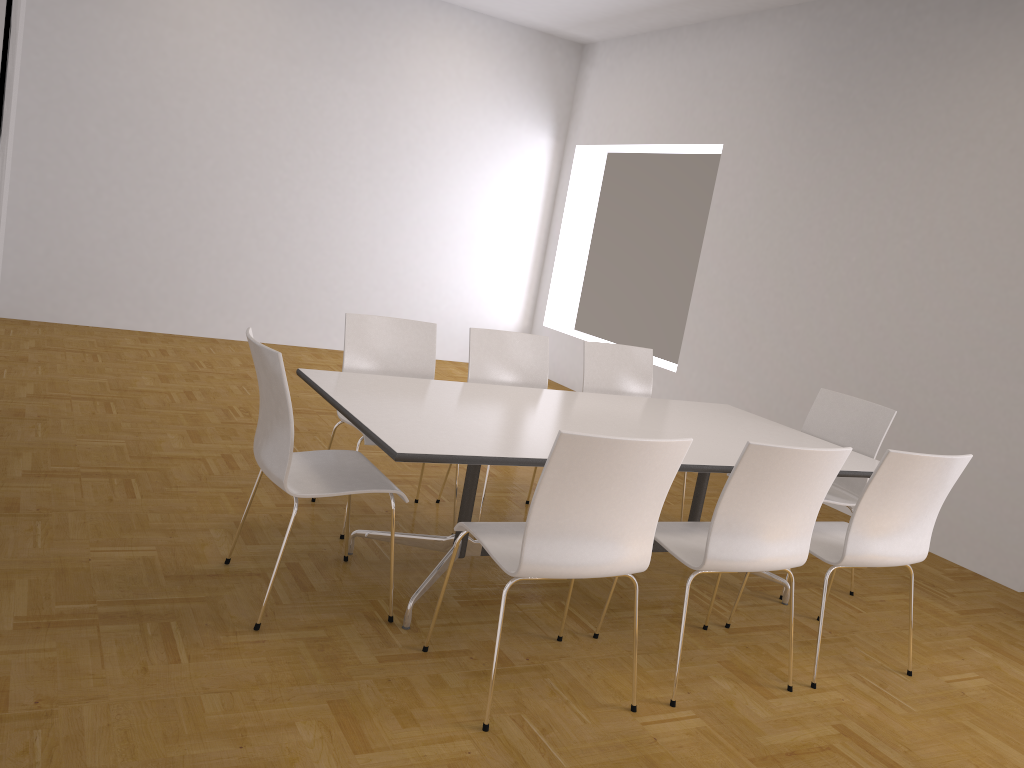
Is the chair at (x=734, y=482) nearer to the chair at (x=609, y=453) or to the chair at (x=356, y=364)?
the chair at (x=609, y=453)

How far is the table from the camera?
2.94m

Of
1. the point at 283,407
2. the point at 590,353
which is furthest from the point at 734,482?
the point at 590,353

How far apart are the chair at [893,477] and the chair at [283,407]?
1.6 meters

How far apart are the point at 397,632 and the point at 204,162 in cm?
598

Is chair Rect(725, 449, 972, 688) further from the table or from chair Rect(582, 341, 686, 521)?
chair Rect(582, 341, 686, 521)

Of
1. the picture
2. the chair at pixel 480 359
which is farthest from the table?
the picture

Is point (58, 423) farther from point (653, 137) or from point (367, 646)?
point (653, 137)

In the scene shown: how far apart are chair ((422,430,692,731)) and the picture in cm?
194

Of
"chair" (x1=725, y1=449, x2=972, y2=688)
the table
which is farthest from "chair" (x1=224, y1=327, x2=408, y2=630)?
"chair" (x1=725, y1=449, x2=972, y2=688)
